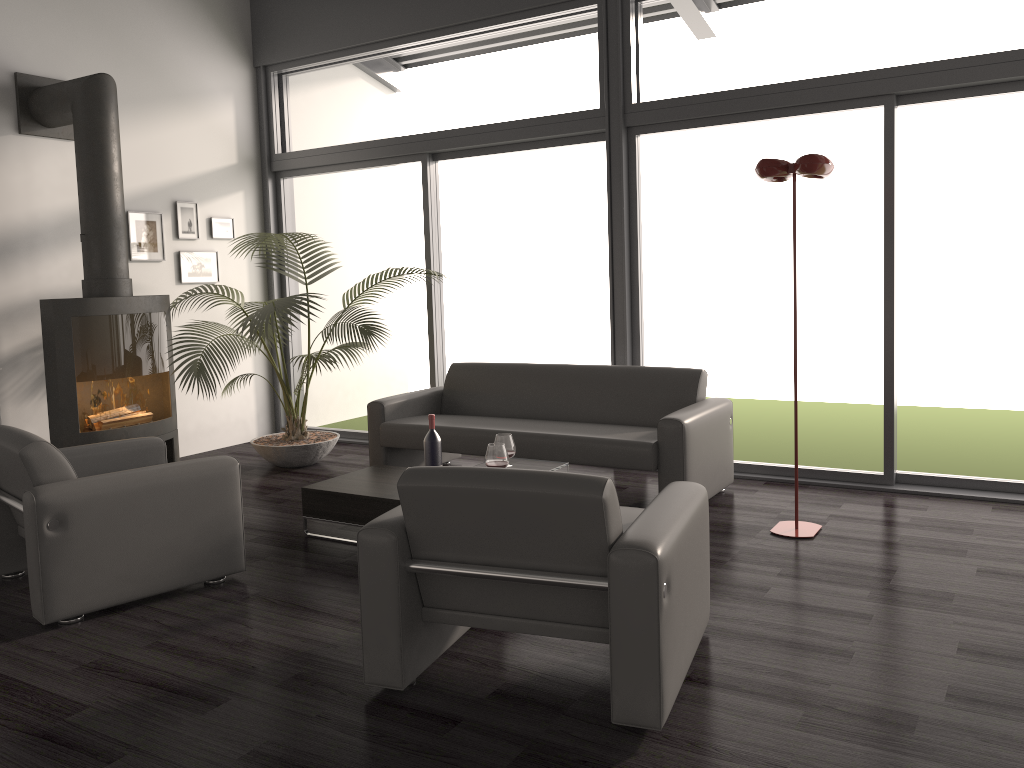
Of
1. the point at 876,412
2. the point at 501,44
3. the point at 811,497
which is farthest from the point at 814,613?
the point at 501,44

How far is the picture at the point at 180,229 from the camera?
6.7m

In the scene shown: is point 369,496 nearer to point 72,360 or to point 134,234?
point 72,360

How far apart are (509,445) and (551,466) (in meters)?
0.23

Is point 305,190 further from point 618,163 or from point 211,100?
point 618,163

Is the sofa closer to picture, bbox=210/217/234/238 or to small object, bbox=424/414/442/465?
small object, bbox=424/414/442/465

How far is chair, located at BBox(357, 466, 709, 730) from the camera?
2.43m

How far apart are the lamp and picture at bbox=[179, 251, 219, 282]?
4.4 meters

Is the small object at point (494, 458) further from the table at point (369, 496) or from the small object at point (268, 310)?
the small object at point (268, 310)

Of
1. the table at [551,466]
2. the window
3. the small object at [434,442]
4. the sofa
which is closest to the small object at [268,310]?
the window
